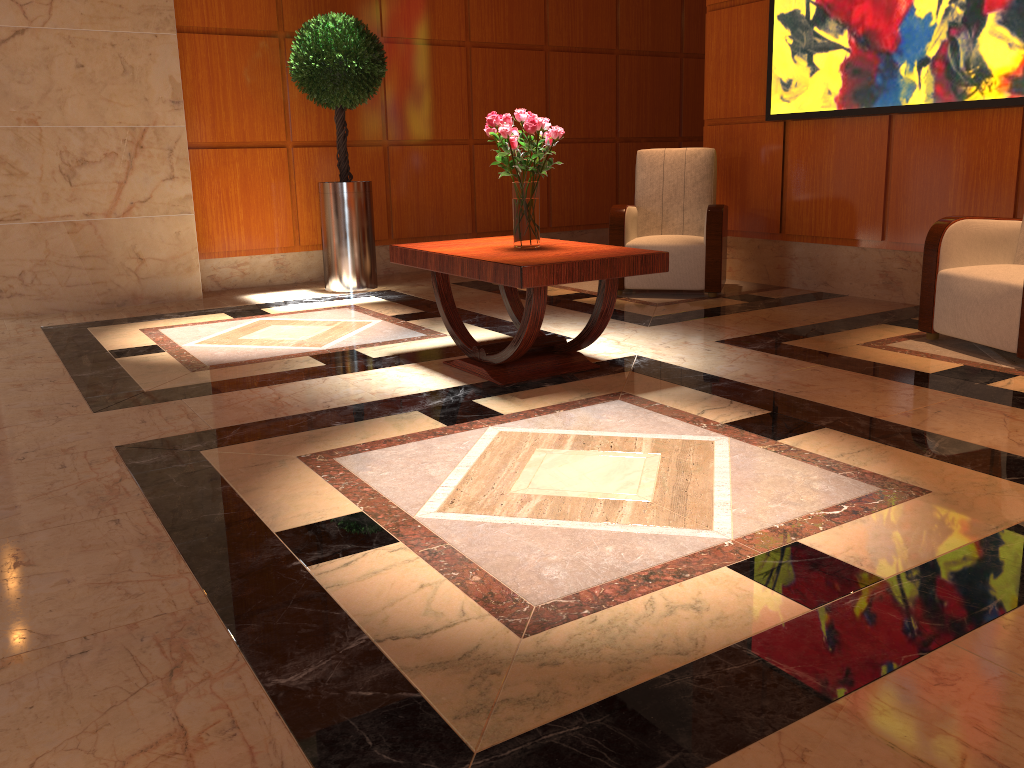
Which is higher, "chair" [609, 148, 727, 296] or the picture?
the picture

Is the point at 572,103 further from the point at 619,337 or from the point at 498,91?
the point at 619,337

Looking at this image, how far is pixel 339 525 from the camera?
2.32m

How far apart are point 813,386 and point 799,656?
2.1 meters

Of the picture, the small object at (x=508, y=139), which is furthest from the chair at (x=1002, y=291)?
the small object at (x=508, y=139)

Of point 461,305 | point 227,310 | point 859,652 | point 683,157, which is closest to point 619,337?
point 461,305

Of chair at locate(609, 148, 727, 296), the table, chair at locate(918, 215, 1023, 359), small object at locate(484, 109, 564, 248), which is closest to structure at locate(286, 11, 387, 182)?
chair at locate(609, 148, 727, 296)

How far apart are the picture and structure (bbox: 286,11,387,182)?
2.6m

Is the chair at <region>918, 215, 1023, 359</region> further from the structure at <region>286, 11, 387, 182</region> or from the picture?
the structure at <region>286, 11, 387, 182</region>

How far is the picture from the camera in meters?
4.6
